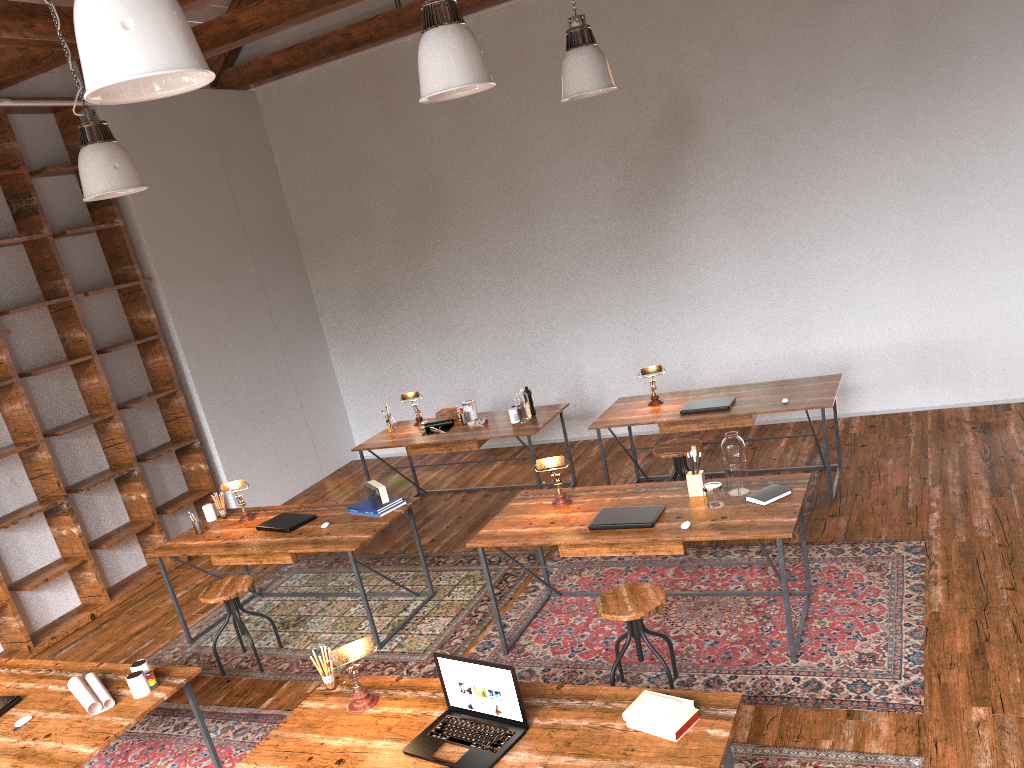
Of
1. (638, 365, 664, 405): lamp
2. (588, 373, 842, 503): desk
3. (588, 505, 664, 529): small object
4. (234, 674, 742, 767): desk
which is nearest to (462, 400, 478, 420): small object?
(588, 373, 842, 503): desk

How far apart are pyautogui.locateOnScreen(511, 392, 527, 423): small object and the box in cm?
75

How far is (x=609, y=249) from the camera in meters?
7.6 m

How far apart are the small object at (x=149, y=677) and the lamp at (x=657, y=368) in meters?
3.7

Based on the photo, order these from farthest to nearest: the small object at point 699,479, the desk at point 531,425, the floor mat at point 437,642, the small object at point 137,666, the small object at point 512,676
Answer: the desk at point 531,425
the floor mat at point 437,642
the small object at point 699,479
the small object at point 137,666
the small object at point 512,676

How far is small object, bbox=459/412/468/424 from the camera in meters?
6.8 m

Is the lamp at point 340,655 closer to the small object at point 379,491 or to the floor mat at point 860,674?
the floor mat at point 860,674

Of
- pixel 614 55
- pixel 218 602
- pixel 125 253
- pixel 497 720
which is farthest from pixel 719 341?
pixel 497 720

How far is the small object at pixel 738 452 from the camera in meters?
4.1 m

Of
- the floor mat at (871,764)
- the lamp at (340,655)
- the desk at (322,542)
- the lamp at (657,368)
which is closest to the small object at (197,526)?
A: the desk at (322,542)
